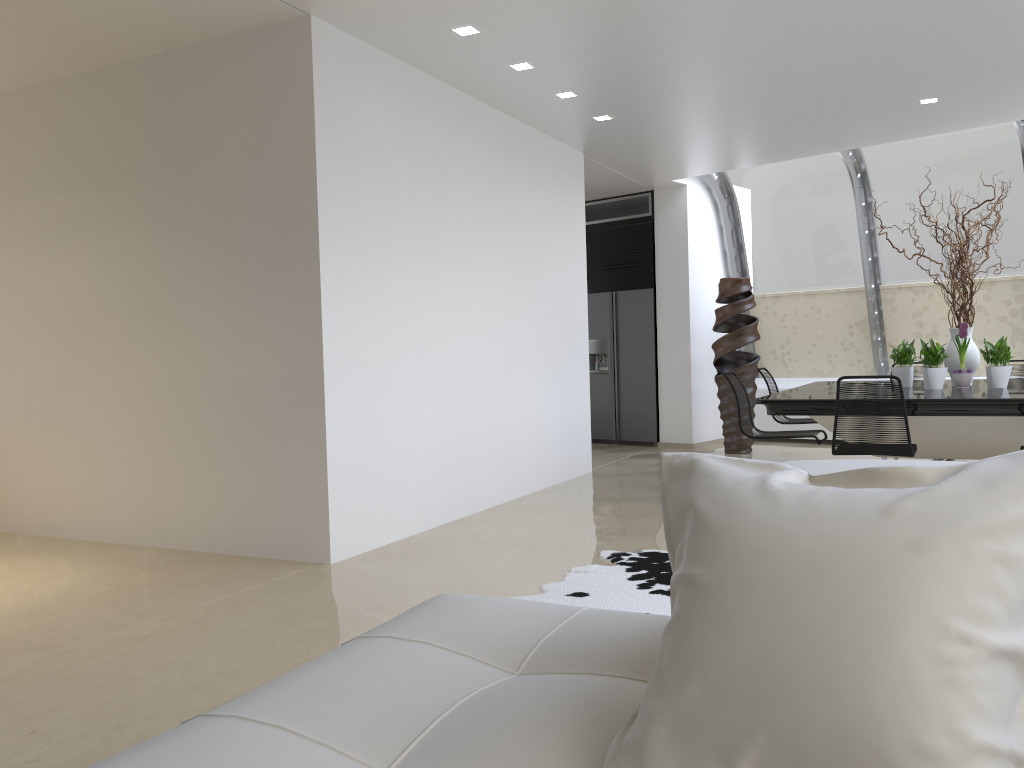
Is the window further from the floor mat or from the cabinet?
the floor mat

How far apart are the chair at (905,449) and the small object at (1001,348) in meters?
1.3

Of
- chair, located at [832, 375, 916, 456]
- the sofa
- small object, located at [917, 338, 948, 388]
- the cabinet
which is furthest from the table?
the sofa

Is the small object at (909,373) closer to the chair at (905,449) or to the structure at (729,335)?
the chair at (905,449)

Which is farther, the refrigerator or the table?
the refrigerator

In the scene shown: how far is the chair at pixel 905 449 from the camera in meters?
5.0 m

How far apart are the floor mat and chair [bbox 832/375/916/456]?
1.3m

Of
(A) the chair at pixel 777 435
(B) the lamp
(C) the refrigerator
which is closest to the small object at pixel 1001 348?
(A) the chair at pixel 777 435

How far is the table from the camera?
5.2 meters

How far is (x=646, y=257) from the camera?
10.1m
